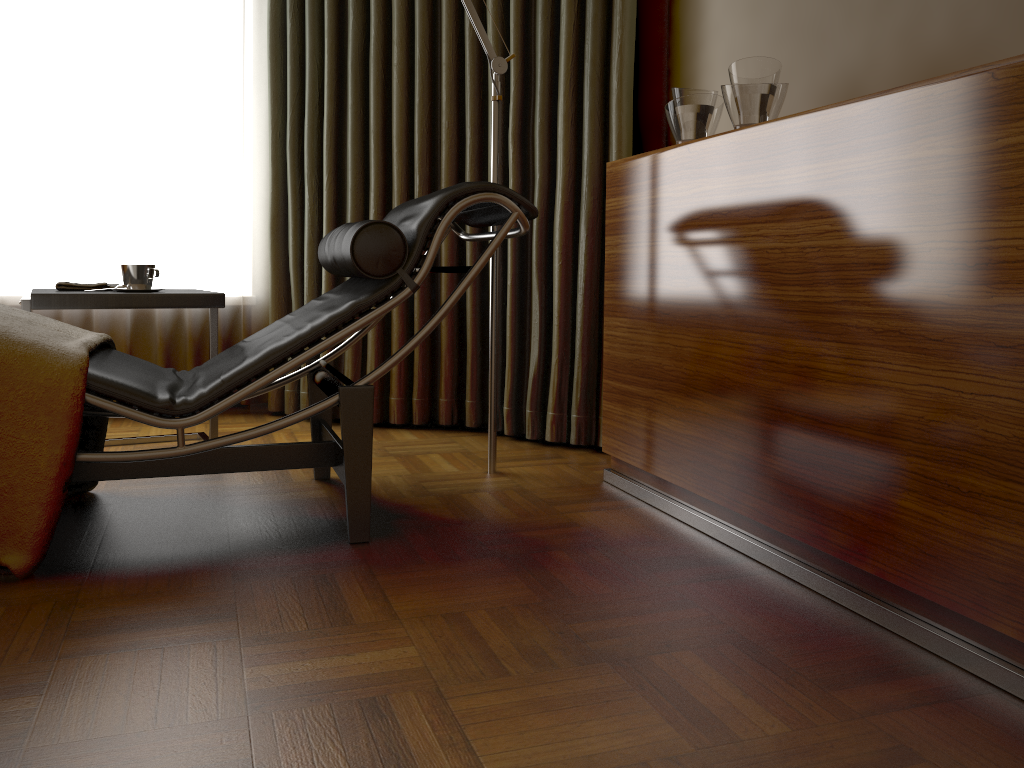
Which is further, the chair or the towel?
the towel

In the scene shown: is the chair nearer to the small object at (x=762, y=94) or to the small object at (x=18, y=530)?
the small object at (x=18, y=530)

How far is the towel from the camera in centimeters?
258cm

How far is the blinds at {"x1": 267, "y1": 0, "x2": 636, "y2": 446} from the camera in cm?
289

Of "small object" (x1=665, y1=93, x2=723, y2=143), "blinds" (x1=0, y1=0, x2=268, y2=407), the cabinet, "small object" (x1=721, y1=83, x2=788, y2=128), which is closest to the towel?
"blinds" (x1=0, y1=0, x2=268, y2=407)

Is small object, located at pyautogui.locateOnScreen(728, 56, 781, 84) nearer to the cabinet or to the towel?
the cabinet

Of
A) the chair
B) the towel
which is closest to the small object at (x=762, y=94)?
the chair

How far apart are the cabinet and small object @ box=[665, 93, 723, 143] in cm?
13

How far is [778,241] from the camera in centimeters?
171cm

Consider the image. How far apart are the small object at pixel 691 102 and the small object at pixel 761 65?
0.2m
